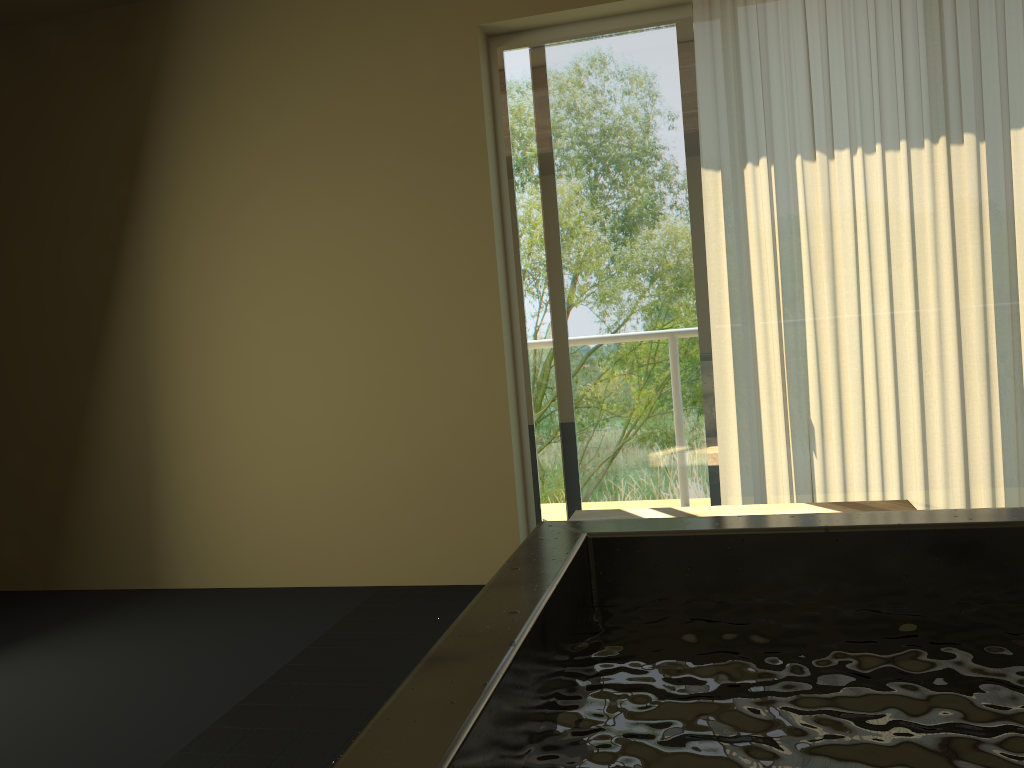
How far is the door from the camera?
3.6 meters

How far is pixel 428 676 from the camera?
0.9 meters

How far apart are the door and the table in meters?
0.6

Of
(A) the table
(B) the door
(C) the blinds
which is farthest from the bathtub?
(B) the door

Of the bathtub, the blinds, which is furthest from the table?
the bathtub

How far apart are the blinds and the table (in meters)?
0.43

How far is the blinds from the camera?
3.18m

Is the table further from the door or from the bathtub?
the bathtub

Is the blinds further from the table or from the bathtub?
the bathtub

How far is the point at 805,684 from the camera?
1.0m
